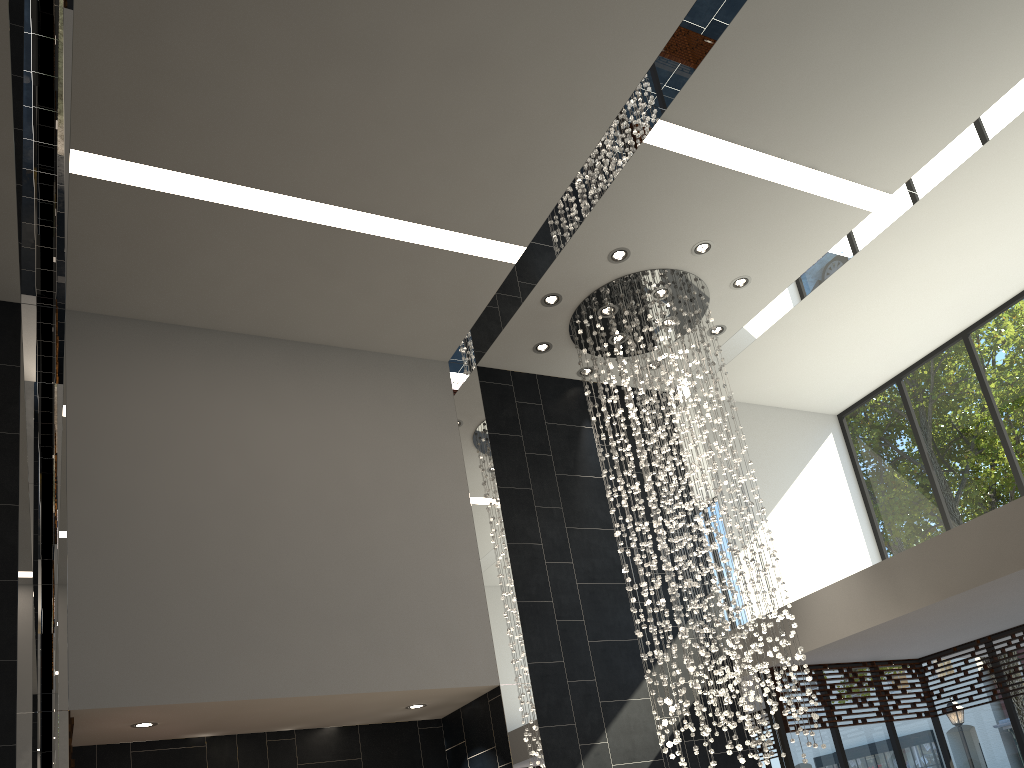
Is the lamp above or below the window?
above

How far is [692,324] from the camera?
7.60m

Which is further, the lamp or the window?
the window

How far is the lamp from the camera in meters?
7.6 m

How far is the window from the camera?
8.4m

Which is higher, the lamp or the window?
the lamp

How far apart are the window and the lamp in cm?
131

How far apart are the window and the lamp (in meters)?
1.31

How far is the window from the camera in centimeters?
842cm
